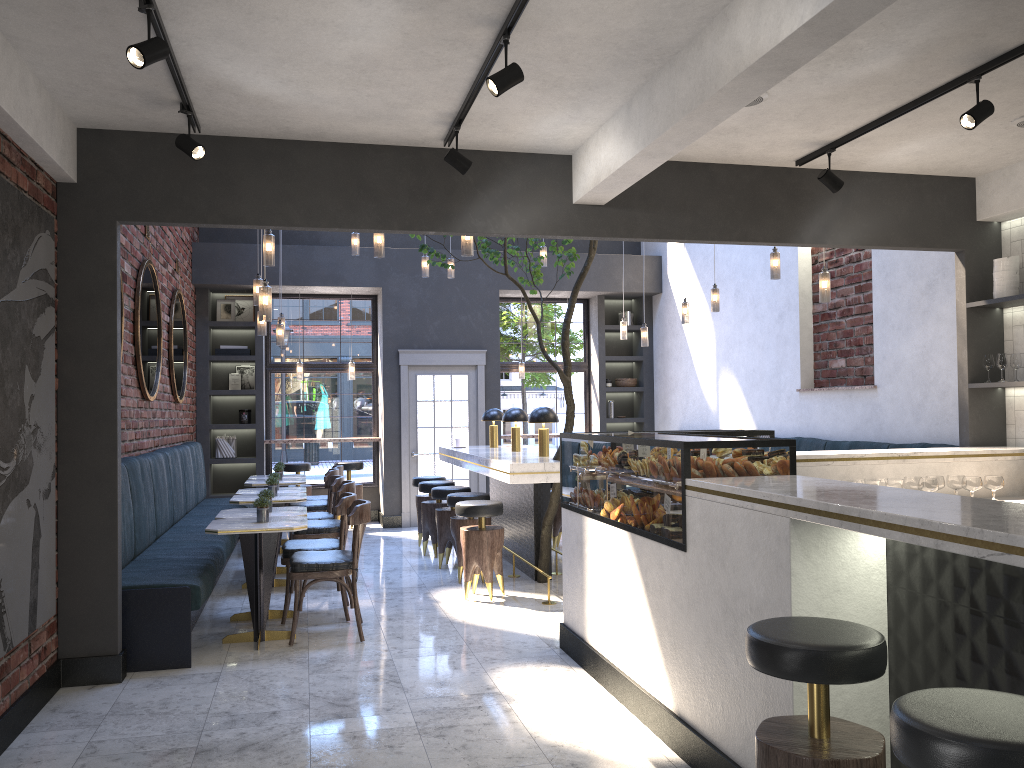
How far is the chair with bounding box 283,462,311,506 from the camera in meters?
10.9

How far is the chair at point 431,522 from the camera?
8.7m

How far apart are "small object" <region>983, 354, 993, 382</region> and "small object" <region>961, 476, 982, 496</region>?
1.1m

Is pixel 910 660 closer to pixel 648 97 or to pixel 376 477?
pixel 648 97

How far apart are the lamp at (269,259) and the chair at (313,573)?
1.8 meters

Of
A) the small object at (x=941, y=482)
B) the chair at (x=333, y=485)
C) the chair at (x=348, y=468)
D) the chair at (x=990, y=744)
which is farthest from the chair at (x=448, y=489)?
the chair at (x=990, y=744)

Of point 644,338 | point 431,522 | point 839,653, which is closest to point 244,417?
point 431,522

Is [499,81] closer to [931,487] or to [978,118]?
[978,118]

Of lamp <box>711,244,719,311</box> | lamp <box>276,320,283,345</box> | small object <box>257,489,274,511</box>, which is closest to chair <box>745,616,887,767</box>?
small object <box>257,489,274,511</box>

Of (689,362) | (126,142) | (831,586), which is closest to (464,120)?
(126,142)
